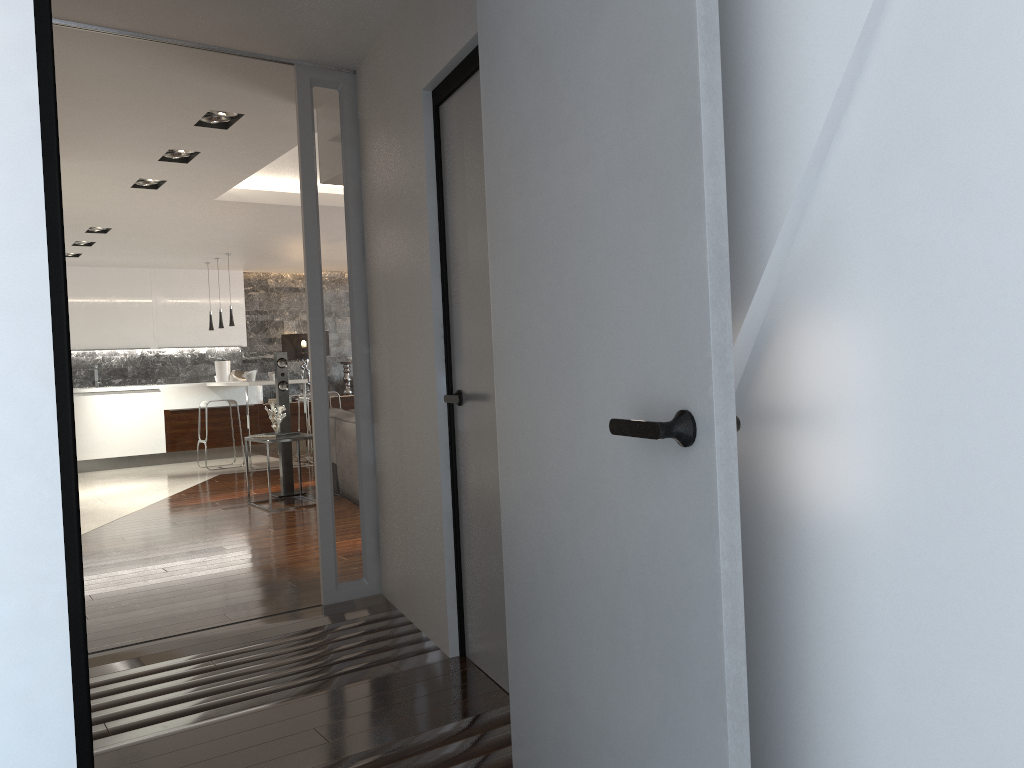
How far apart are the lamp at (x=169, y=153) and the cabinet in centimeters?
475cm

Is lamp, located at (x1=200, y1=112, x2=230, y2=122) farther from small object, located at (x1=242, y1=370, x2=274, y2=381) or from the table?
small object, located at (x1=242, y1=370, x2=274, y2=381)

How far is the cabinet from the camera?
11.1m

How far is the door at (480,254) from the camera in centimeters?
293cm

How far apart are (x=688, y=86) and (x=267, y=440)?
6.3m

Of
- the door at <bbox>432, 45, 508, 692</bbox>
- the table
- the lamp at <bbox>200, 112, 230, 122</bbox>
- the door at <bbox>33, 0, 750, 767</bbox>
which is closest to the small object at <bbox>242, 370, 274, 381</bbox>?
the table

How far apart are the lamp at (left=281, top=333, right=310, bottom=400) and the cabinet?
0.6 meters

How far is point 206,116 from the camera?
5.0 meters

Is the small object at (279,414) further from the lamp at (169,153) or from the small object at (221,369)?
the small object at (221,369)

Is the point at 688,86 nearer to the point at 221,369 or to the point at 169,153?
the point at 169,153
